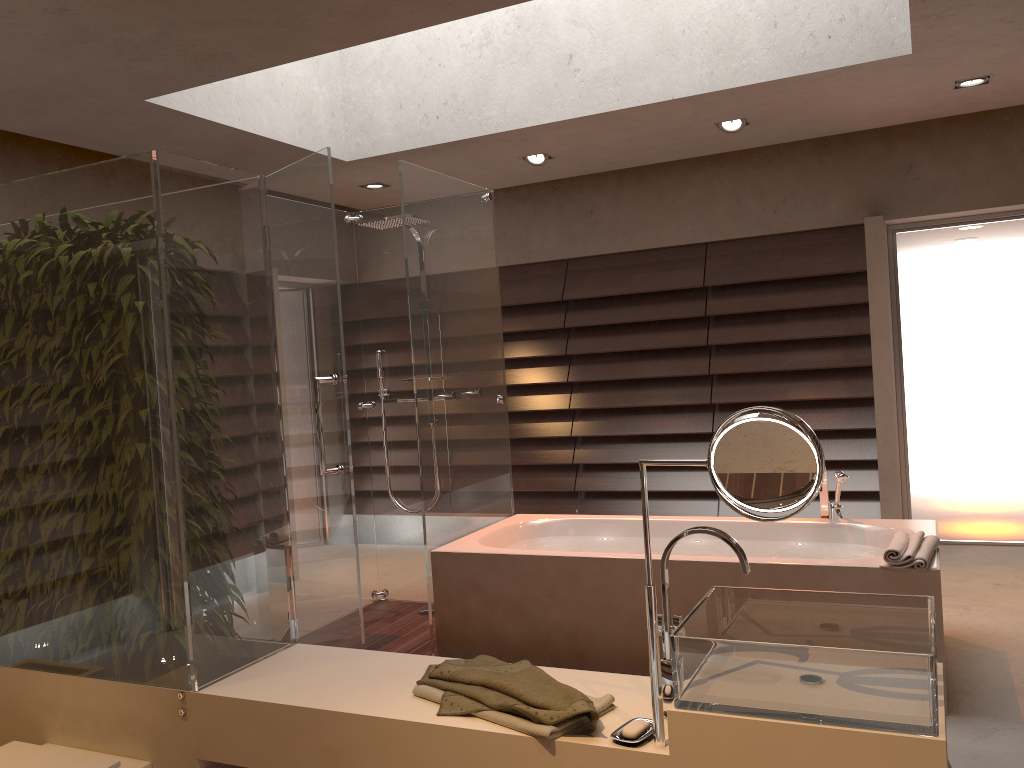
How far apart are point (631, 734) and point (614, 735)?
0.03m

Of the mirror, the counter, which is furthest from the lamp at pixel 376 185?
the mirror

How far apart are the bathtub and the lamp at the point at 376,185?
2.50m

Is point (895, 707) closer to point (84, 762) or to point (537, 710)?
point (537, 710)

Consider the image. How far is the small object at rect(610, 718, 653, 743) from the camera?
1.6m

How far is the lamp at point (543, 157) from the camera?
5.27m

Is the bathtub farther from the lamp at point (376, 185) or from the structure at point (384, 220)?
the lamp at point (376, 185)

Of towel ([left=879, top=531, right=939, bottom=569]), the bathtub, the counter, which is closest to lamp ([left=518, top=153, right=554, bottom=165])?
the bathtub

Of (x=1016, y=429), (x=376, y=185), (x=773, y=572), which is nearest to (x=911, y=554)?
(x=773, y=572)

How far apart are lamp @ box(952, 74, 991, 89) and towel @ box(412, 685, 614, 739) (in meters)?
3.81
